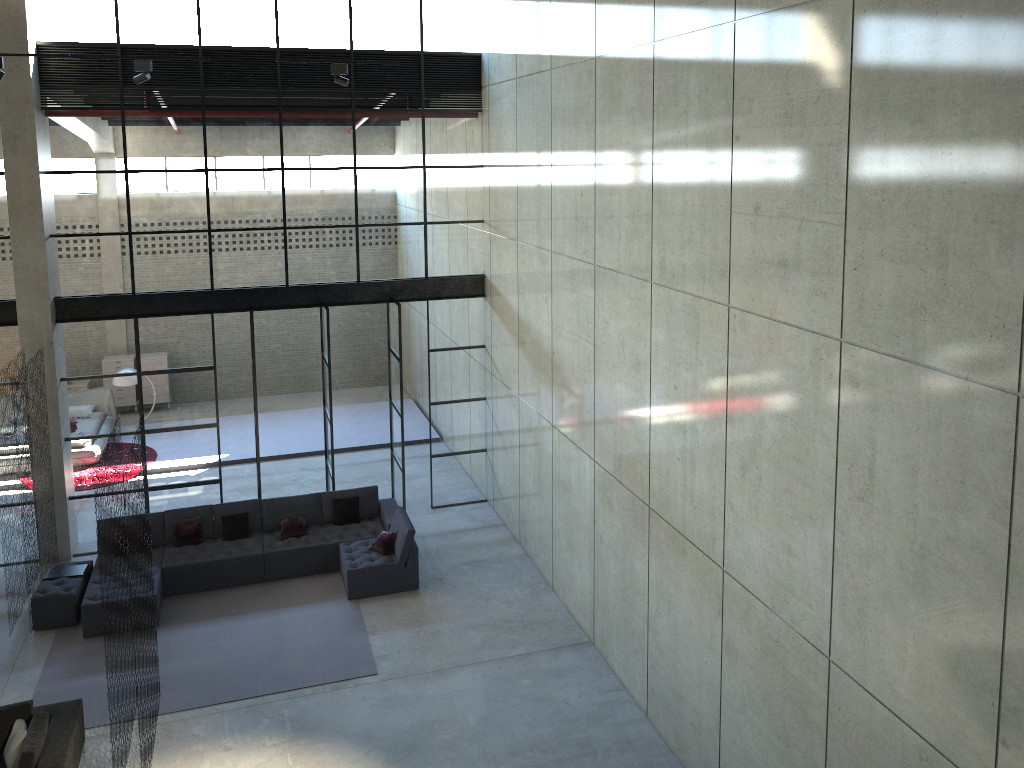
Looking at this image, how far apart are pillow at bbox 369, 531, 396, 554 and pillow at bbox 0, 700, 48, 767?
4.75m

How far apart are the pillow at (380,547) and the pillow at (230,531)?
1.98m

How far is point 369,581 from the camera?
12.01m

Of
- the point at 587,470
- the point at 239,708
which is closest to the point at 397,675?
the point at 239,708

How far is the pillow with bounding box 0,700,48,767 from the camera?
7.9 meters

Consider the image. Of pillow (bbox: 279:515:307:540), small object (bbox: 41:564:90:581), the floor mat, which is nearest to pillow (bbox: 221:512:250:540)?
pillow (bbox: 279:515:307:540)

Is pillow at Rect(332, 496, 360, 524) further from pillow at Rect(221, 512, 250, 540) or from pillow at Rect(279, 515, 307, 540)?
pillow at Rect(221, 512, 250, 540)

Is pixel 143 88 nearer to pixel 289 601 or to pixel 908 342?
pixel 289 601

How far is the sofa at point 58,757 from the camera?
8.1m

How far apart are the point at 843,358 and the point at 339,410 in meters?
15.4 m
